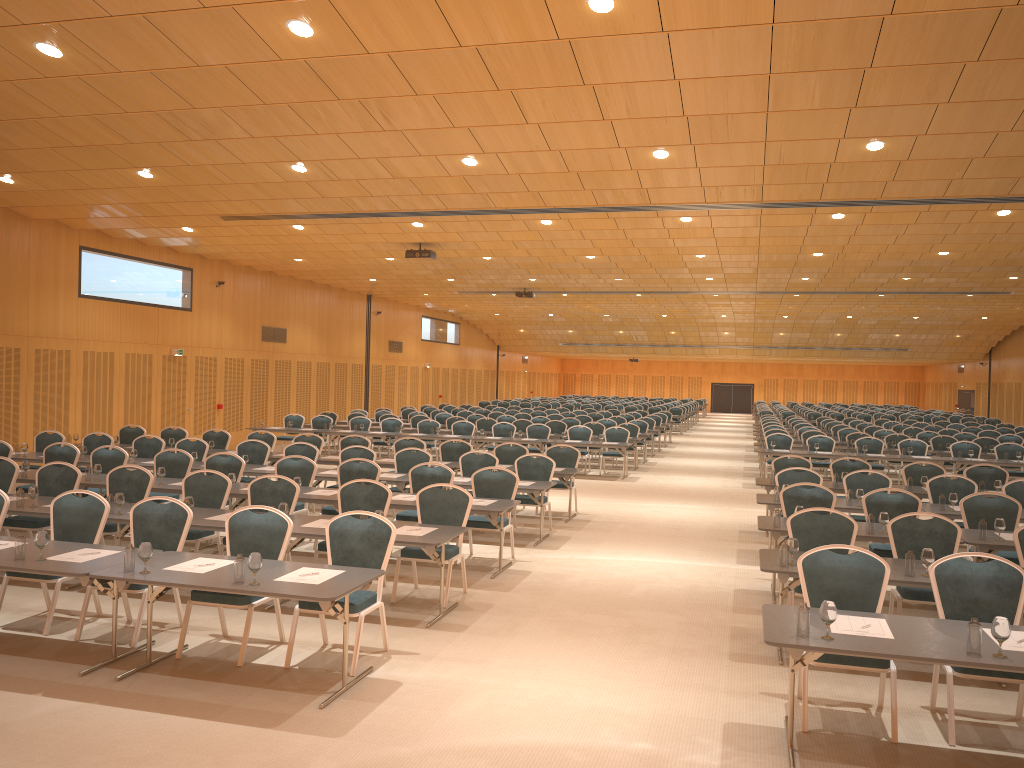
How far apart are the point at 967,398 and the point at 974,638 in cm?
4745

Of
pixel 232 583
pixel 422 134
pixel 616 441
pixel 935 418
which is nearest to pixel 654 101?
pixel 422 134

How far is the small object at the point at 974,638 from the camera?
4.8m

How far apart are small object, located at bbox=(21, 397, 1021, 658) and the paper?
0.2m

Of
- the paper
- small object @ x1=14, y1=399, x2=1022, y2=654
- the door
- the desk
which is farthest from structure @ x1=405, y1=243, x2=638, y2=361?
the door

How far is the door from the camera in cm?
4704

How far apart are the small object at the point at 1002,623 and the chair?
0.6 meters

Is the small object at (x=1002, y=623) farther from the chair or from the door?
the door

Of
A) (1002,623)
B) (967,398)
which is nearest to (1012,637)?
(1002,623)

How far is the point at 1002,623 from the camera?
4.8m
